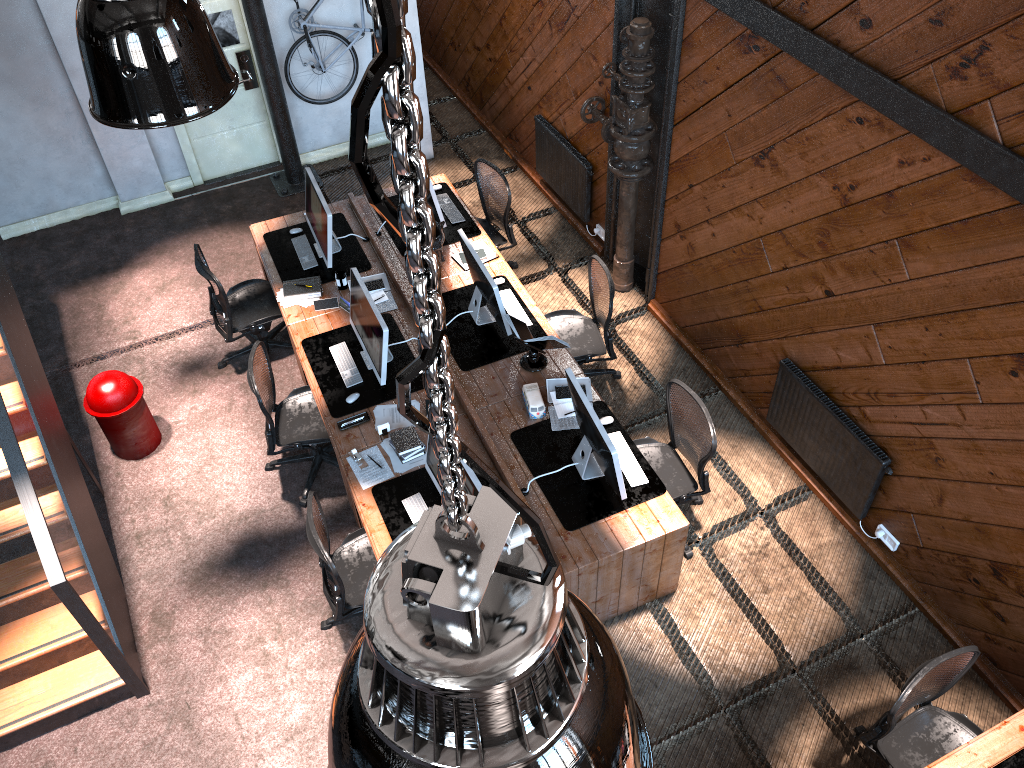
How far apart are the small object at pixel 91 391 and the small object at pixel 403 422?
1.82m

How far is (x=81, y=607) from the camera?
4.59m

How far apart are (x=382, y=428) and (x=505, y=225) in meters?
2.5

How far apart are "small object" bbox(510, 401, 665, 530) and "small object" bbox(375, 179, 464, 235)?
2.2m

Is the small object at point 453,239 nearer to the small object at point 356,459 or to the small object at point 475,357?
the small object at point 475,357

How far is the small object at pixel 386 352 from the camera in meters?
5.7

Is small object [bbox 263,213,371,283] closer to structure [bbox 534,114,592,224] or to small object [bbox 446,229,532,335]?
small object [bbox 446,229,532,335]

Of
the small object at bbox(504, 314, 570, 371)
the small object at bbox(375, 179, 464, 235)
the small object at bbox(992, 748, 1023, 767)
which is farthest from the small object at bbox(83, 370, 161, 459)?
the small object at bbox(992, 748, 1023, 767)

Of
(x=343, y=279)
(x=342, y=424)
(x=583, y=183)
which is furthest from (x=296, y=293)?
(x=583, y=183)

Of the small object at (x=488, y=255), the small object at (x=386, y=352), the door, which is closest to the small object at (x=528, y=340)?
the small object at (x=386, y=352)
